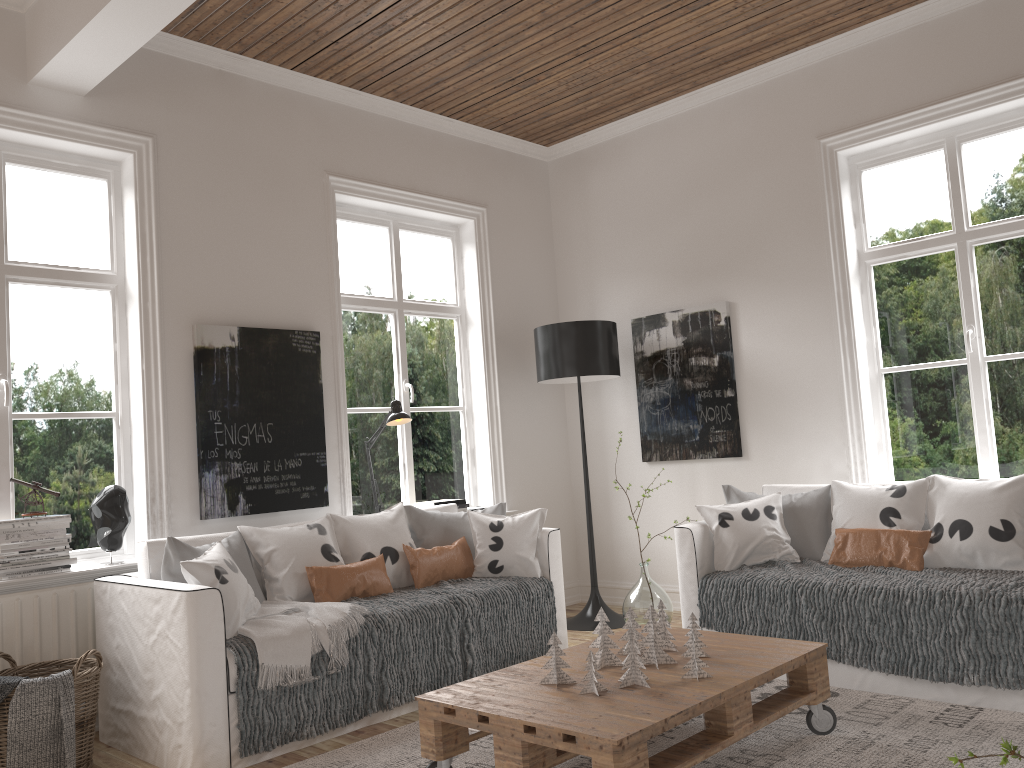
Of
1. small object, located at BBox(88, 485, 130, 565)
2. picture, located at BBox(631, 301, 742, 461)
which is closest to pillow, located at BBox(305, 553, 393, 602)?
small object, located at BBox(88, 485, 130, 565)

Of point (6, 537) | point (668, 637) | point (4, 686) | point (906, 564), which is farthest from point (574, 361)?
point (4, 686)

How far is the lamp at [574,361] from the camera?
5.1m

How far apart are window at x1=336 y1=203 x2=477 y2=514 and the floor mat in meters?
1.7

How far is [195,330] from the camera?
4.1 meters

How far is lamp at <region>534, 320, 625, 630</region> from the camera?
5.1m

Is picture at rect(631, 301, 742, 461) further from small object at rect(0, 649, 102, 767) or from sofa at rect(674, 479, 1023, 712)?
small object at rect(0, 649, 102, 767)

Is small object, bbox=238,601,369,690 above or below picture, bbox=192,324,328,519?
below

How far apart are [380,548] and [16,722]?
1.59m

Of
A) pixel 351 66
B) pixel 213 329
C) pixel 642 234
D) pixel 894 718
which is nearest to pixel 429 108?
pixel 351 66
